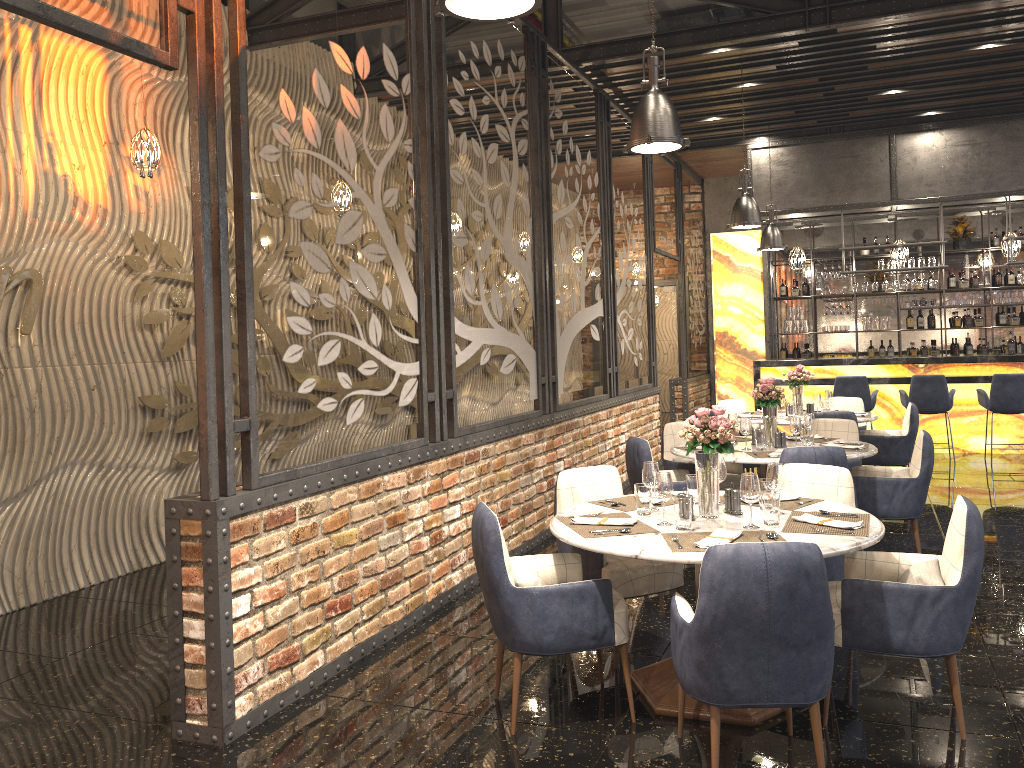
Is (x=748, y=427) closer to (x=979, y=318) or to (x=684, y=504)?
(x=684, y=504)

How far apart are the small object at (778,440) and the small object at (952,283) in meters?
8.5

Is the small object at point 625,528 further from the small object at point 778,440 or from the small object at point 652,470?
the small object at point 778,440

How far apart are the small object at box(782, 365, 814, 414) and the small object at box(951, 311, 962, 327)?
5.8m

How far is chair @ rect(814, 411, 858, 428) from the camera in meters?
7.5

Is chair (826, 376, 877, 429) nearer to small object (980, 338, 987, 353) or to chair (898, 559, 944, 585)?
small object (980, 338, 987, 353)

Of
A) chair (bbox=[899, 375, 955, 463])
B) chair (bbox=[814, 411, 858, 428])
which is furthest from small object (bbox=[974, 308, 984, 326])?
chair (bbox=[814, 411, 858, 428])

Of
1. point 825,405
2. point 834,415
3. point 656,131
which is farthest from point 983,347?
point 656,131

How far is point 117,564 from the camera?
6.1m

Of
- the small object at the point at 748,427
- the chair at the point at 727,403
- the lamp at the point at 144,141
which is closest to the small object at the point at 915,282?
the chair at the point at 727,403
